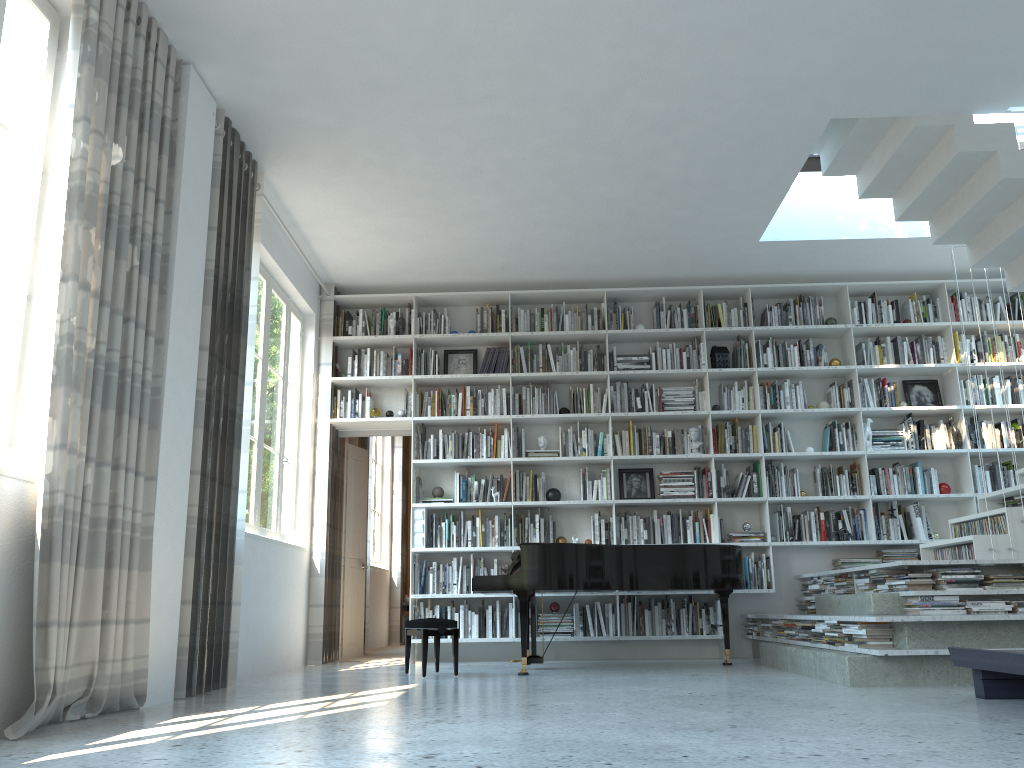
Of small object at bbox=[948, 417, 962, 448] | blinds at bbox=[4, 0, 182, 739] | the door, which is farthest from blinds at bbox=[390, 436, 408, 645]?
blinds at bbox=[4, 0, 182, 739]

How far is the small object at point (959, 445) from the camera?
7.4m

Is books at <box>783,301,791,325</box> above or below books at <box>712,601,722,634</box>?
above

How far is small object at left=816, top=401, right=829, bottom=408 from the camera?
7.60m

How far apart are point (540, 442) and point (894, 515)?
3.01m

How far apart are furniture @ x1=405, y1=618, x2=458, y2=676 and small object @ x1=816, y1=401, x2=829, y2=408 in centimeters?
386cm

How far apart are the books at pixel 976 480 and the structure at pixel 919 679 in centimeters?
205cm

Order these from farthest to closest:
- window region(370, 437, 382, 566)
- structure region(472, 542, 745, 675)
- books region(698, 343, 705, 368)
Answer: window region(370, 437, 382, 566) → books region(698, 343, 705, 368) → structure region(472, 542, 745, 675)

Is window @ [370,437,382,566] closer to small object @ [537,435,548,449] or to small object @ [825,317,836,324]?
small object @ [537,435,548,449]

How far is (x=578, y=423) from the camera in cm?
760
